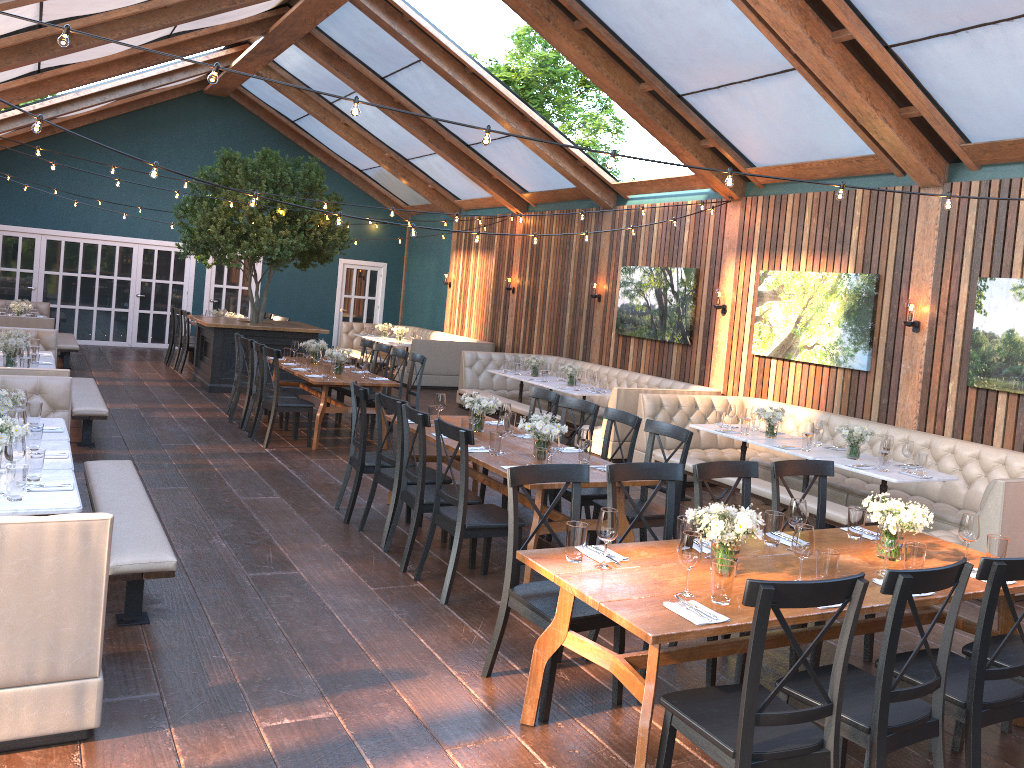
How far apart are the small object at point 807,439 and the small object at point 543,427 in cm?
287

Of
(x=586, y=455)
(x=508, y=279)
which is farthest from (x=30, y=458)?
(x=508, y=279)

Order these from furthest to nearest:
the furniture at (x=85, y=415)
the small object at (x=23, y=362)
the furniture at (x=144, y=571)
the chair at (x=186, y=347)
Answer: the chair at (x=186, y=347) → the furniture at (x=85, y=415) → the small object at (x=23, y=362) → the furniture at (x=144, y=571)

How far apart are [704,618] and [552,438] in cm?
242

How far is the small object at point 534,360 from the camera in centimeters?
1227cm

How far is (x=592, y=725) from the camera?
3.9m

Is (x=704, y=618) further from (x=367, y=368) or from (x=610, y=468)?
(x=367, y=368)

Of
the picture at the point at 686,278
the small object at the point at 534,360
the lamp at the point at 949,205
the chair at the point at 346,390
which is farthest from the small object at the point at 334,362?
the lamp at the point at 949,205

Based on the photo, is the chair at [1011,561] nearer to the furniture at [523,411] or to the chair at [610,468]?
the chair at [610,468]

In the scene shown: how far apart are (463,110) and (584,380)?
4.3 meters
